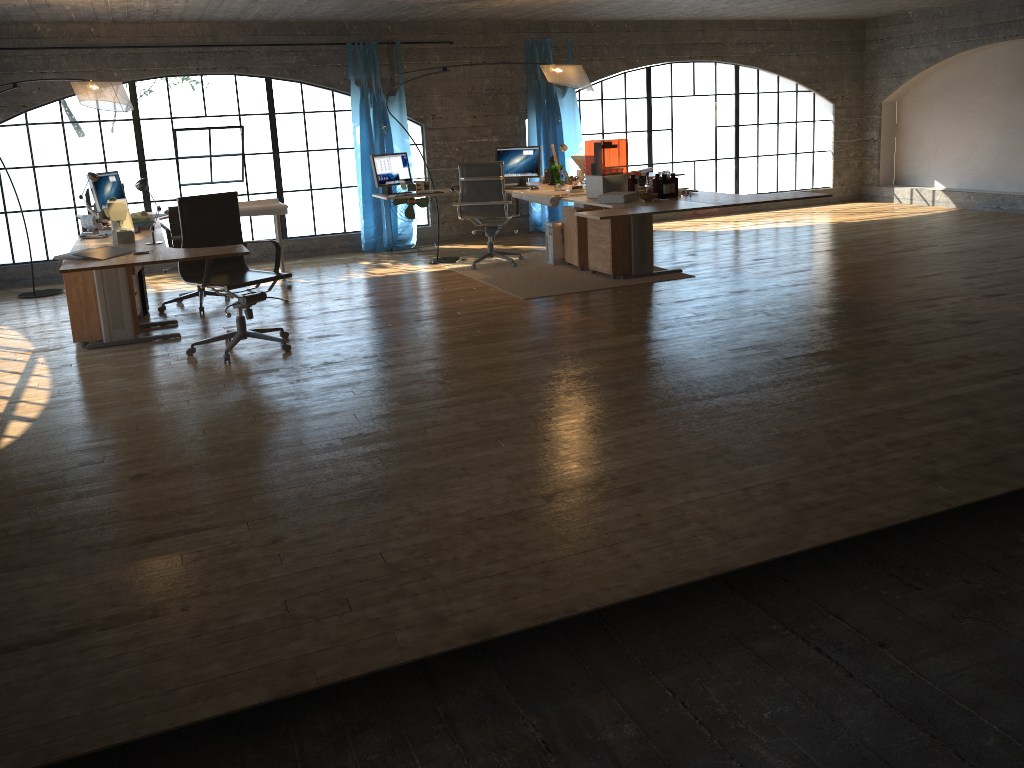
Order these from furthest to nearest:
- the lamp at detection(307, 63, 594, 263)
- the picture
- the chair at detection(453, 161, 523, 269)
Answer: the picture → the chair at detection(453, 161, 523, 269) → the lamp at detection(307, 63, 594, 263)

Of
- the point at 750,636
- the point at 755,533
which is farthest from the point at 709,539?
the point at 750,636

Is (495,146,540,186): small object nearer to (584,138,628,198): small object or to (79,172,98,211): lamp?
(584,138,628,198): small object

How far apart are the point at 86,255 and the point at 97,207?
2.5 meters

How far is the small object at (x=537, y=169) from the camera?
8.50m

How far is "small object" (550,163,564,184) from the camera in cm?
841

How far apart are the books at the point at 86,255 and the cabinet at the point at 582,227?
4.0 meters

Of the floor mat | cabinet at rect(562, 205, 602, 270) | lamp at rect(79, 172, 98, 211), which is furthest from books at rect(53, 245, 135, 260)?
cabinet at rect(562, 205, 602, 270)

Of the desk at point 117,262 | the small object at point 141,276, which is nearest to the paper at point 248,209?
the desk at point 117,262

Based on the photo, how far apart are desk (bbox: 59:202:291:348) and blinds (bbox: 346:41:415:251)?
1.9m
